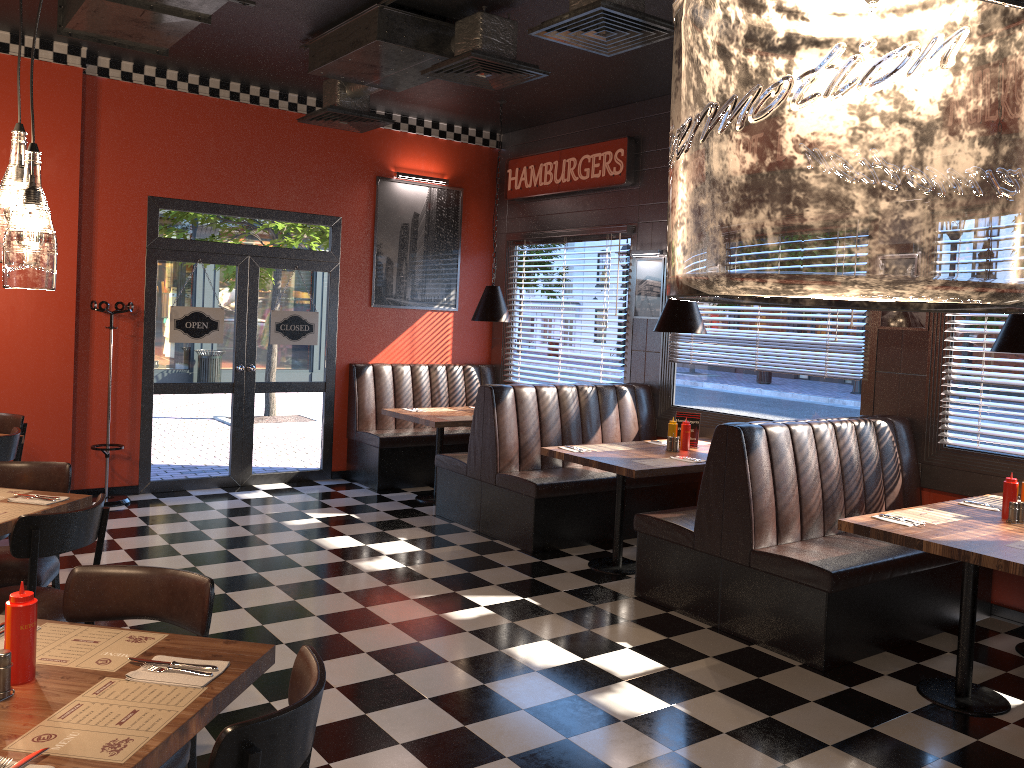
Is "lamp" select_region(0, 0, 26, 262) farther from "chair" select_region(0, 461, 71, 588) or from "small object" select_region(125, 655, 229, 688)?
"chair" select_region(0, 461, 71, 588)

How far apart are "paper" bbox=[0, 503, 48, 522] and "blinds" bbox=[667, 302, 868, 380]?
5.0 meters

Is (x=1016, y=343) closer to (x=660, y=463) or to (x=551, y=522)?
(x=660, y=463)

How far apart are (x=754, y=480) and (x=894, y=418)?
1.5 meters

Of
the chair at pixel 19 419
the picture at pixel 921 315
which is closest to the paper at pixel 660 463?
the picture at pixel 921 315

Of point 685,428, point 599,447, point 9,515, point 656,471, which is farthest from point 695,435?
point 9,515

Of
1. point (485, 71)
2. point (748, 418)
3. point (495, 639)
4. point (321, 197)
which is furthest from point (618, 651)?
point (321, 197)

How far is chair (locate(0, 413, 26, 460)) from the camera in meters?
6.0 m

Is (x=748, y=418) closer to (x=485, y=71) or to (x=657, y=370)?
(x=657, y=370)

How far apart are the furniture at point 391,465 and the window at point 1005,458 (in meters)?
4.37
